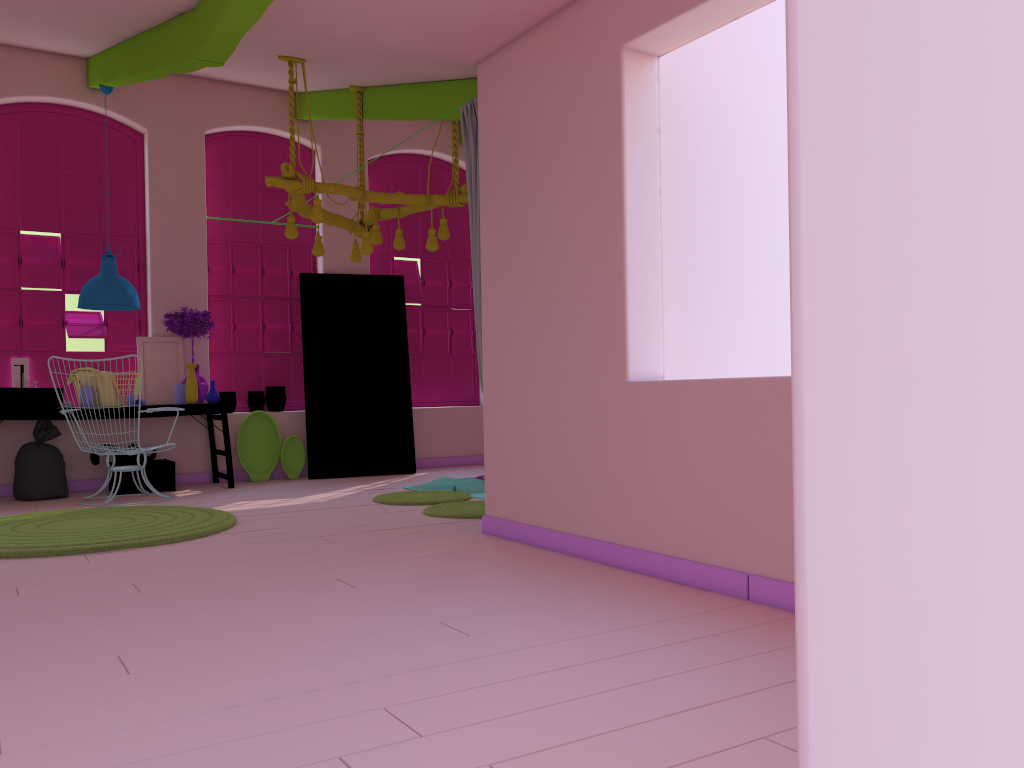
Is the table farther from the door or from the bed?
the bed

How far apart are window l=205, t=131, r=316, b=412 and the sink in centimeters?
179cm

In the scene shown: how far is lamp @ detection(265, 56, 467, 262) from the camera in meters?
6.4

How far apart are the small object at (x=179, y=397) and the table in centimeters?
21cm

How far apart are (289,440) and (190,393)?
1.3 meters

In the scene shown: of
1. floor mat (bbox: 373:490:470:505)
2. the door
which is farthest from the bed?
the door

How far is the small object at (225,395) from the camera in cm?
914

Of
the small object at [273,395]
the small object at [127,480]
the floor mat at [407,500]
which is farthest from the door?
the floor mat at [407,500]

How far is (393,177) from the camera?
10.4 meters

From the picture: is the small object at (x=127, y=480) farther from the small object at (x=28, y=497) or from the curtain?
the curtain
